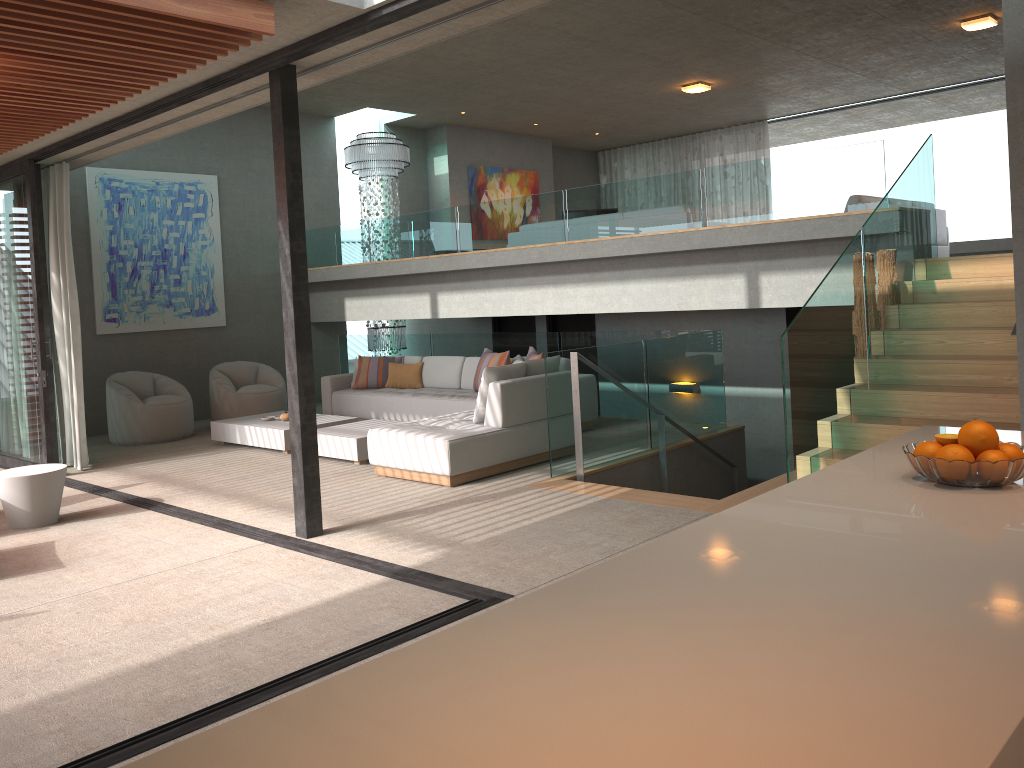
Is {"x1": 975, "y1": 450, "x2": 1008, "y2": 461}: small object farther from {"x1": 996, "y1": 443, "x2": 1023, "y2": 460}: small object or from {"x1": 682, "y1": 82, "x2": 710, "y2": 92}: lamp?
{"x1": 682, "y1": 82, "x2": 710, "y2": 92}: lamp

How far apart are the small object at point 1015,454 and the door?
9.4m

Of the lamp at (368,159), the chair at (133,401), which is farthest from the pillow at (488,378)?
the lamp at (368,159)

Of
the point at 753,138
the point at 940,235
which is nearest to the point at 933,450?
the point at 940,235

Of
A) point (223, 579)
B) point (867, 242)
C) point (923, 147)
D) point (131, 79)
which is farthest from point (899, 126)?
point (223, 579)

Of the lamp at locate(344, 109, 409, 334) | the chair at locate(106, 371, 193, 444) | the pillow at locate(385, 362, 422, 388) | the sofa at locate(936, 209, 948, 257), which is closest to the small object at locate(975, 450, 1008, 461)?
the pillow at locate(385, 362, 422, 388)

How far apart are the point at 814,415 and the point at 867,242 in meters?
A: 1.5 m

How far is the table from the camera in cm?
621

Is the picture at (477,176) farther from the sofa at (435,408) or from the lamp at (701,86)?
the sofa at (435,408)

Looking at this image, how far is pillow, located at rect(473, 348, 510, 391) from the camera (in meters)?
9.29
